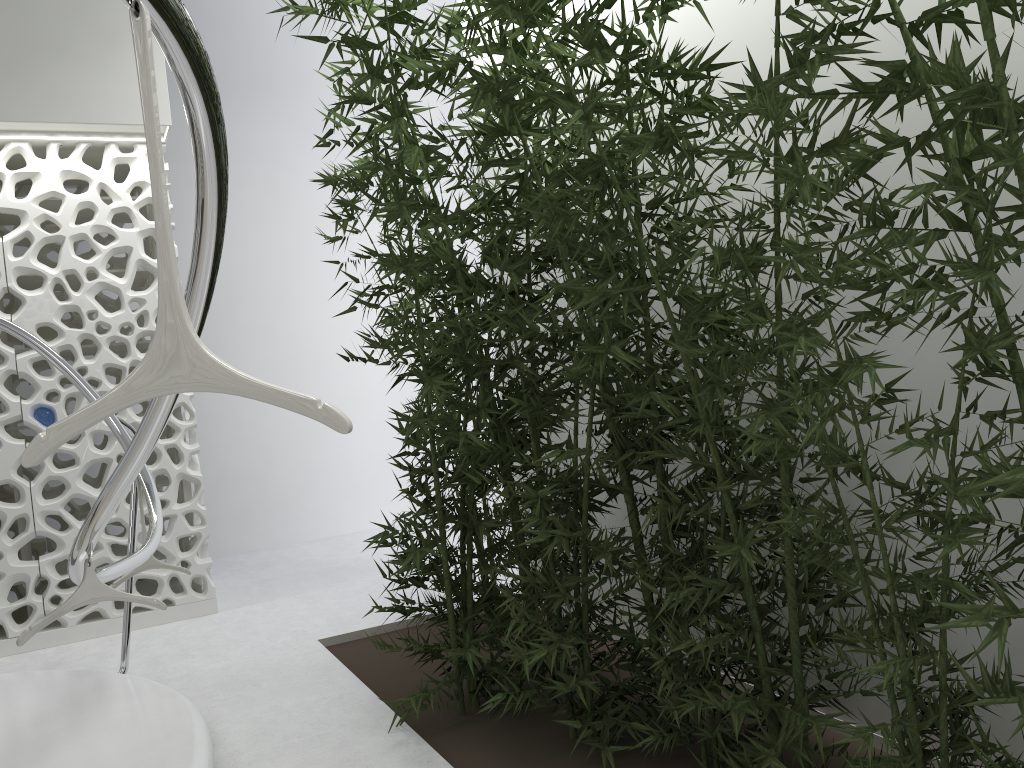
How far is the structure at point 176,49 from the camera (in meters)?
Result: 1.26

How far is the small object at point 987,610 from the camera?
1.7m

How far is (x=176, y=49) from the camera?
1.3m

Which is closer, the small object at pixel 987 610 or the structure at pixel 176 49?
the structure at pixel 176 49

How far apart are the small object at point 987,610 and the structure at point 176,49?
0.0 meters

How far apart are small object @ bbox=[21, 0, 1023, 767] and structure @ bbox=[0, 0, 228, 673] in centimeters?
5cm

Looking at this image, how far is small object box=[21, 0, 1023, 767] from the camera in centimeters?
173cm

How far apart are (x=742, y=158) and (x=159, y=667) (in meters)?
4.21
